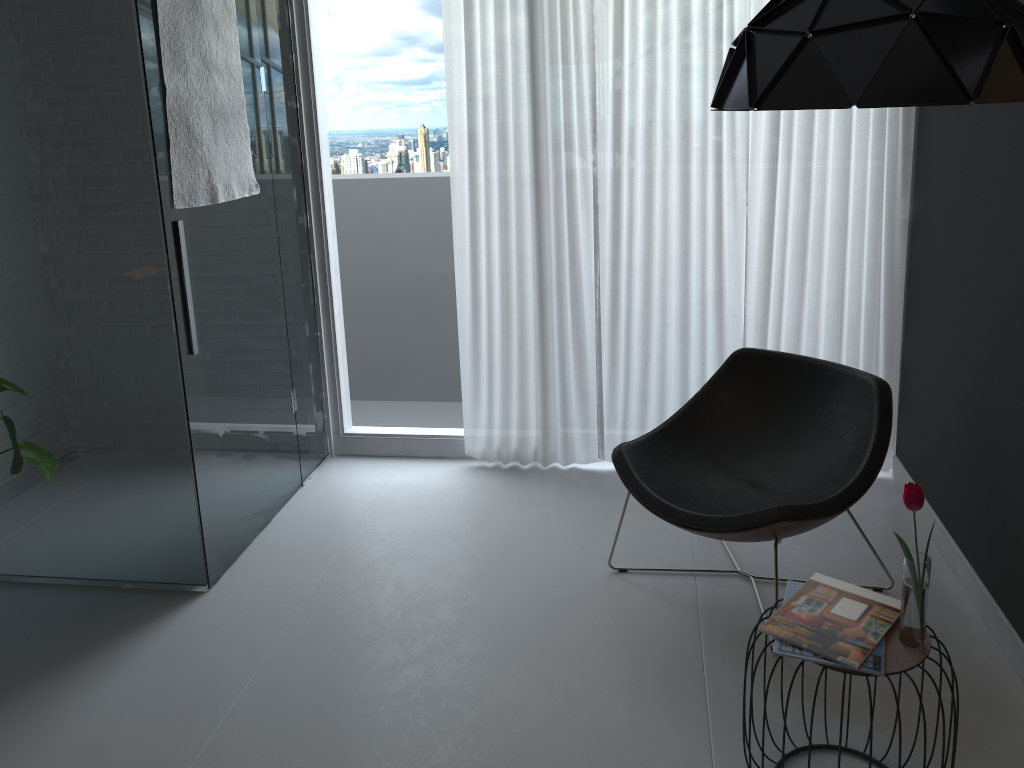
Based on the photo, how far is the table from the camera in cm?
186

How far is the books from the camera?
1.9m

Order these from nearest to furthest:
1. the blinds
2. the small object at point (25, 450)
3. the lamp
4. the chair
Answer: the lamp, the small object at point (25, 450), the chair, the blinds

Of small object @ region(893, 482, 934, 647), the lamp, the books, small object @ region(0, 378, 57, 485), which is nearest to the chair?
the books

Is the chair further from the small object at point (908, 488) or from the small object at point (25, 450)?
the small object at point (25, 450)

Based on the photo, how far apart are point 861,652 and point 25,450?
2.2m

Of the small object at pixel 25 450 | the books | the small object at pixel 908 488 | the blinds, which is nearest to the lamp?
the small object at pixel 908 488

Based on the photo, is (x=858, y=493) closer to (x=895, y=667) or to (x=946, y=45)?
(x=895, y=667)

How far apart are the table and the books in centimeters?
1cm

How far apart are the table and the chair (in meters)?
0.53
